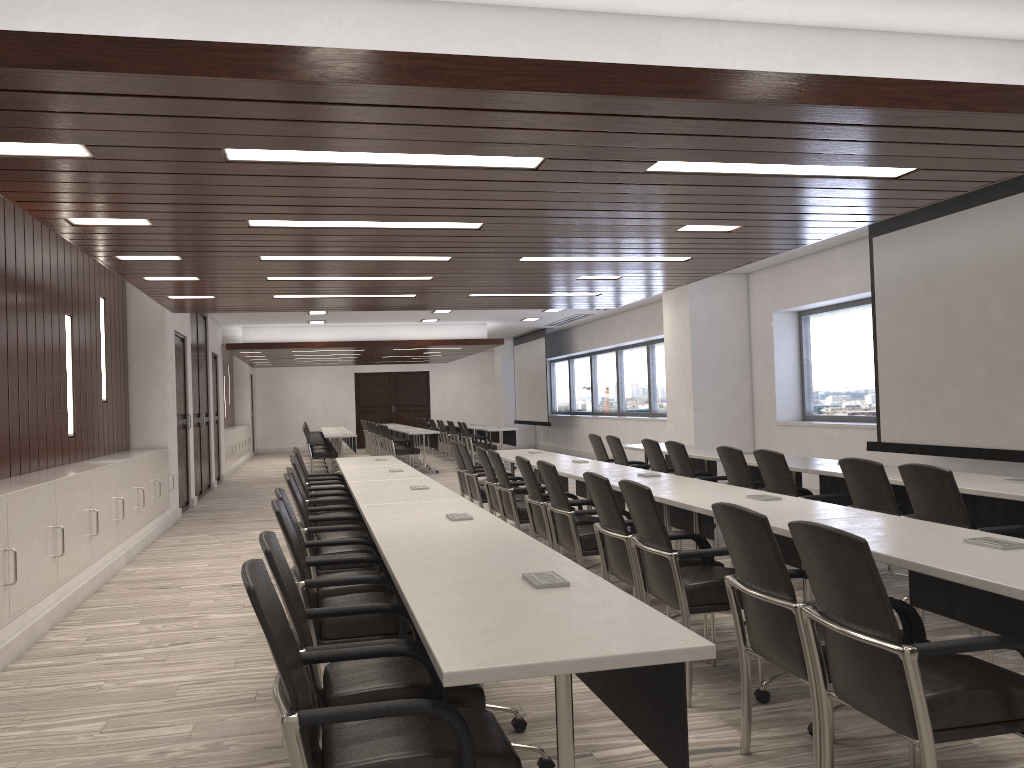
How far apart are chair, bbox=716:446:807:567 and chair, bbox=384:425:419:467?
10.79m

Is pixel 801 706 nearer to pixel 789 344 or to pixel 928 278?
pixel 928 278

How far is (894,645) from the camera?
2.3 meters

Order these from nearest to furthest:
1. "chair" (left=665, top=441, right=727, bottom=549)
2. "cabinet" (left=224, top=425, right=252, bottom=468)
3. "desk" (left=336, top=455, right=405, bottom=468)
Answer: "chair" (left=665, top=441, right=727, bottom=549), "desk" (left=336, top=455, right=405, bottom=468), "cabinet" (left=224, top=425, right=252, bottom=468)

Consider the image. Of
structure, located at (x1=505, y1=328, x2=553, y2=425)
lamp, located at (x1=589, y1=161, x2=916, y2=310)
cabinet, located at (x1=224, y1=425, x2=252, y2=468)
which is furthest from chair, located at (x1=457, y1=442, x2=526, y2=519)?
structure, located at (x1=505, y1=328, x2=553, y2=425)

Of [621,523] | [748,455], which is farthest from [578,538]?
[748,455]

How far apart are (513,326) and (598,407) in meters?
2.6 m

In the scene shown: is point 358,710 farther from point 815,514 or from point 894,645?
point 815,514

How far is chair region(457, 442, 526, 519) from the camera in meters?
8.2

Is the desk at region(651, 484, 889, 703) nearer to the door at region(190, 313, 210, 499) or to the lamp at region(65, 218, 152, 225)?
the lamp at region(65, 218, 152, 225)
